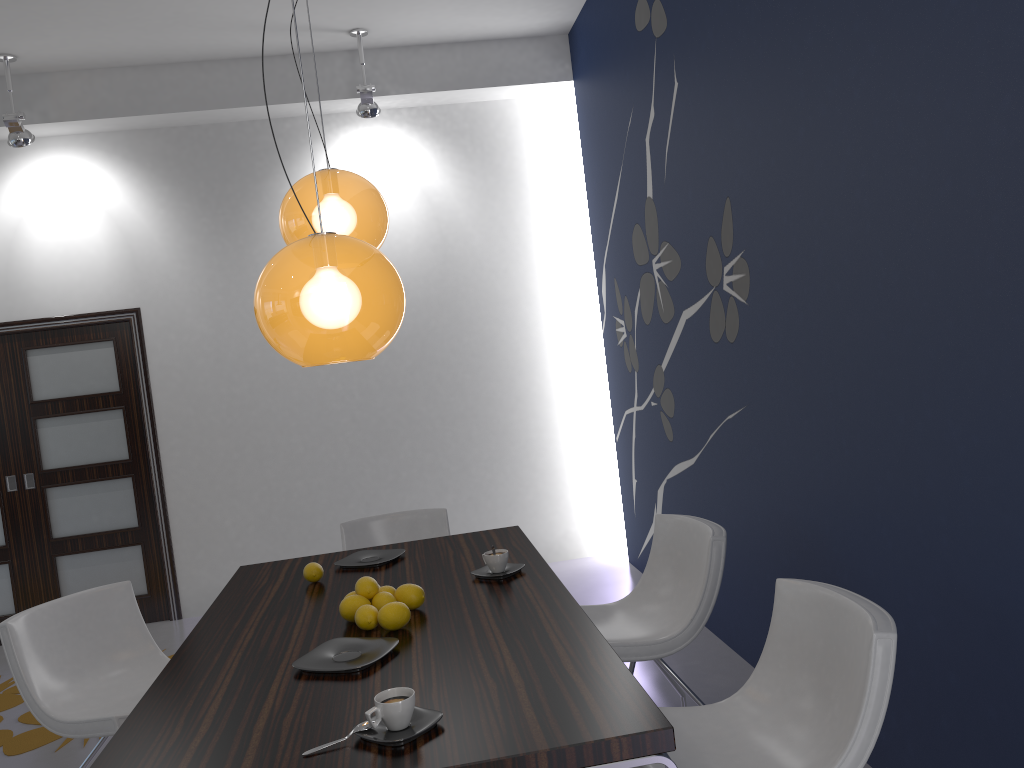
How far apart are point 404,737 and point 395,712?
0.1 meters

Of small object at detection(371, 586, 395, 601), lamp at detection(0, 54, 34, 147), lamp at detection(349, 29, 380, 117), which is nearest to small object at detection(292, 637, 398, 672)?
small object at detection(371, 586, 395, 601)

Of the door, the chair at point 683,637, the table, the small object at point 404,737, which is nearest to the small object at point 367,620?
the table

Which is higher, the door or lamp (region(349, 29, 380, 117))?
lamp (region(349, 29, 380, 117))

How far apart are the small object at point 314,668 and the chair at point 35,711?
0.9m

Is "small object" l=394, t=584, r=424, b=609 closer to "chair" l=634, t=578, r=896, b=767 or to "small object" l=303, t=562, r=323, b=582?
"small object" l=303, t=562, r=323, b=582

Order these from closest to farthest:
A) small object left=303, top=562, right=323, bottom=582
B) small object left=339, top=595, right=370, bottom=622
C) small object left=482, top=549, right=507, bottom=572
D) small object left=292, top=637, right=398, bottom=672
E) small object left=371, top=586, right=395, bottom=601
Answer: small object left=292, top=637, right=398, bottom=672, small object left=339, top=595, right=370, bottom=622, small object left=371, top=586, right=395, bottom=601, small object left=482, top=549, right=507, bottom=572, small object left=303, top=562, right=323, bottom=582

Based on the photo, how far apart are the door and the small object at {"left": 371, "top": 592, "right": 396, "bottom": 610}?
3.8 meters

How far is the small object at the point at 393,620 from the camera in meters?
2.4 m

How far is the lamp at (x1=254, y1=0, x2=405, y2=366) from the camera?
1.96m
